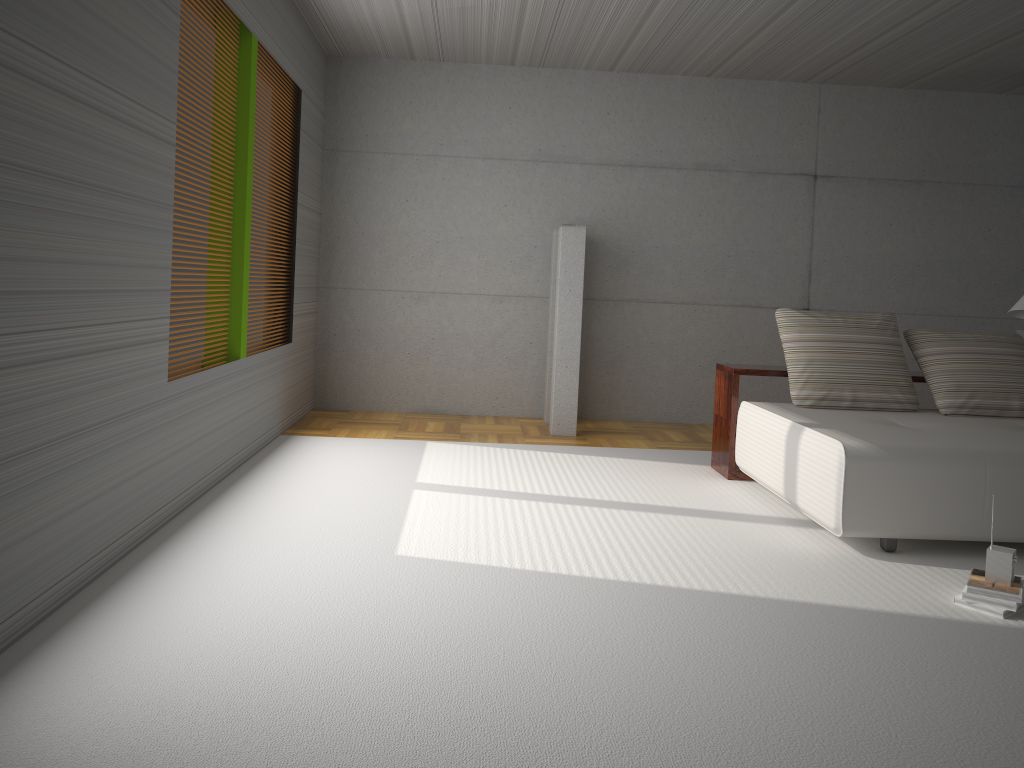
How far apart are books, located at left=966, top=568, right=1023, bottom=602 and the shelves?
2.11m

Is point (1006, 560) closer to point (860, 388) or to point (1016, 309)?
point (860, 388)

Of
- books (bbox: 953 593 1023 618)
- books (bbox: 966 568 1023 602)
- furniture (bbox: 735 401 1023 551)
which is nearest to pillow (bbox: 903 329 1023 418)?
furniture (bbox: 735 401 1023 551)

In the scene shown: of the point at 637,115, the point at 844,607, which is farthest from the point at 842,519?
the point at 637,115

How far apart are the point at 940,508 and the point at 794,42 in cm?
401

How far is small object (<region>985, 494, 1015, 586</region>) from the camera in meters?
3.5 m

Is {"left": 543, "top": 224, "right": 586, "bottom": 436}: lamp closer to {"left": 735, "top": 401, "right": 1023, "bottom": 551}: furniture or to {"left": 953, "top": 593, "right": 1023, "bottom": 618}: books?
{"left": 735, "top": 401, "right": 1023, "bottom": 551}: furniture

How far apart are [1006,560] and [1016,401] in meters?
2.2 m

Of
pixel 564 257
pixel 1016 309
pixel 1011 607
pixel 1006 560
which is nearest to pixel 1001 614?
pixel 1011 607

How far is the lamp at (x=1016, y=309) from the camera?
5.9 meters
